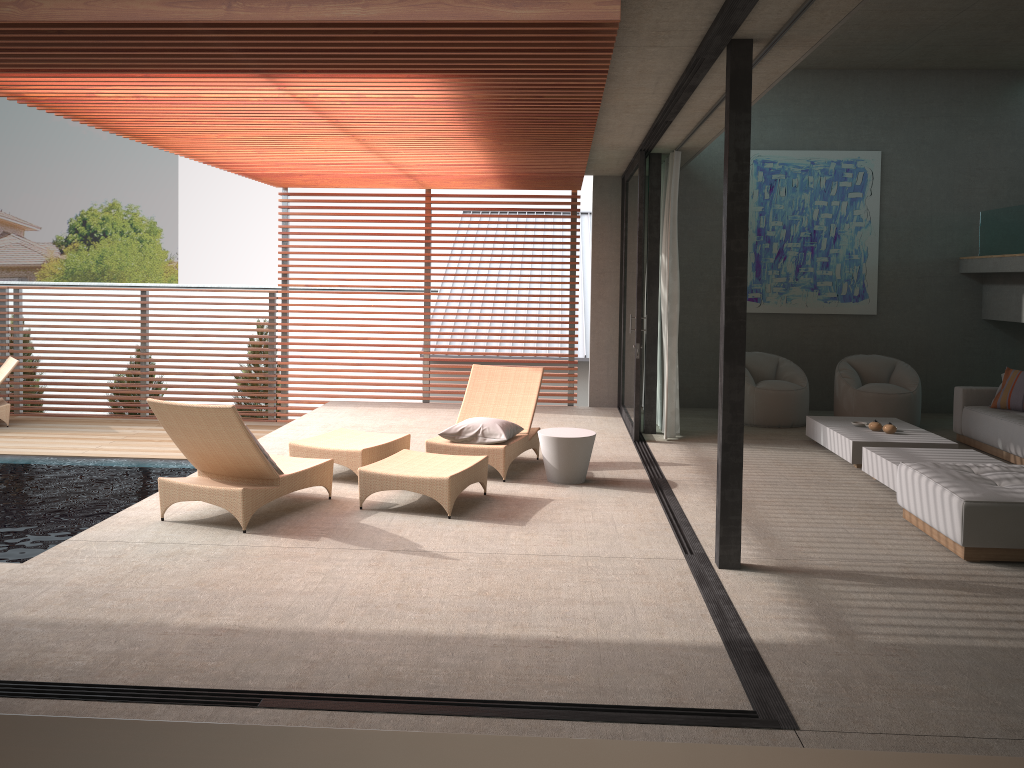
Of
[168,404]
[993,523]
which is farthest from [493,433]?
[993,523]

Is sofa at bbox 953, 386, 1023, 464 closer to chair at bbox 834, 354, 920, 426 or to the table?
chair at bbox 834, 354, 920, 426

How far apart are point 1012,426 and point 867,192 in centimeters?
404cm

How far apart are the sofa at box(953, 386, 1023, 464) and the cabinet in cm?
748

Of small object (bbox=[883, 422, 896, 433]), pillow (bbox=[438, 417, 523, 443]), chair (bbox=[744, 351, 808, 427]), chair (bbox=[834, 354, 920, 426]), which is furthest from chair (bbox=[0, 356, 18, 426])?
small object (bbox=[883, 422, 896, 433])

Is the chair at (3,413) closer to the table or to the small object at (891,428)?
the table

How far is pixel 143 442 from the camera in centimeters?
1020cm

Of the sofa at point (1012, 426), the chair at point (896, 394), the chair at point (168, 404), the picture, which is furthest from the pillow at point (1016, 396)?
the chair at point (168, 404)

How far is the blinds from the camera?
8.84m

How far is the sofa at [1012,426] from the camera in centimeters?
799cm
